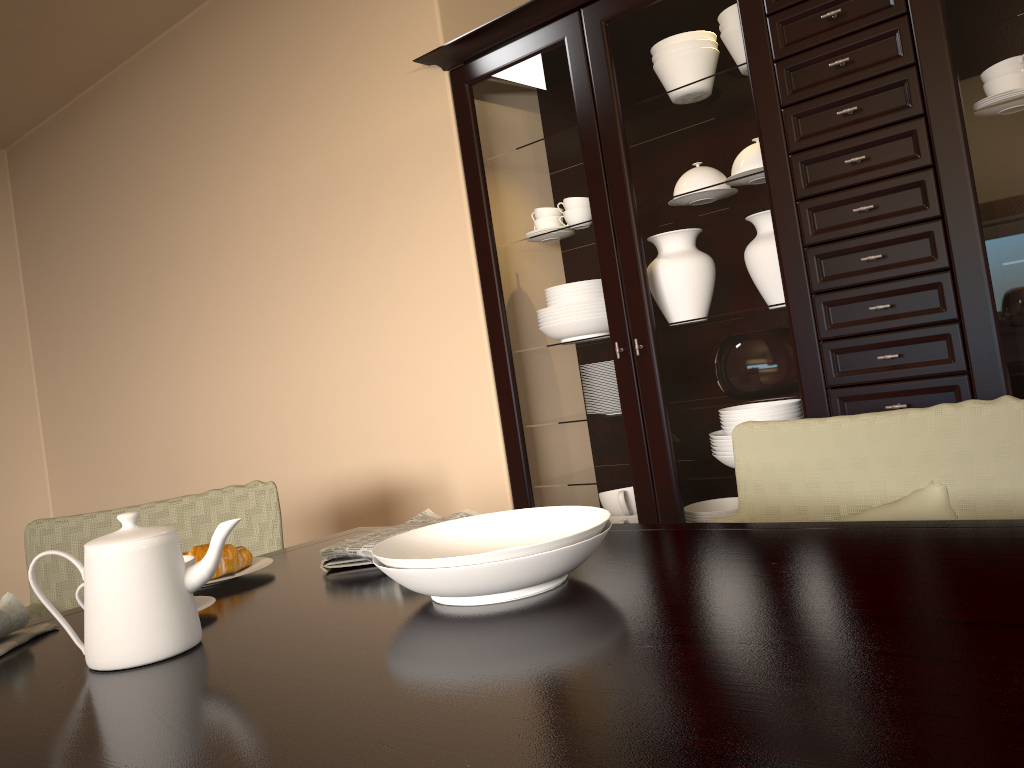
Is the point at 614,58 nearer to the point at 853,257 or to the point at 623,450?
the point at 853,257

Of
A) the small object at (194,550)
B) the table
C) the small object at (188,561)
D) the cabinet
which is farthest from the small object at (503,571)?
the cabinet

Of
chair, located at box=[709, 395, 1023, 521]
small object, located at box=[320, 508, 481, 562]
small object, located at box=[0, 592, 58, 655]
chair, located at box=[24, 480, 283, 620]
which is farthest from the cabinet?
small object, located at box=[0, 592, 58, 655]

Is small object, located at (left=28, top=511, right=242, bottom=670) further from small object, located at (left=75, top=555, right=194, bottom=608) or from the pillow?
the pillow

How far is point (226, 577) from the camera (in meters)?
1.37

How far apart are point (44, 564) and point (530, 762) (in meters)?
1.70

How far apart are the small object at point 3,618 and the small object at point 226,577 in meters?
0.2 m

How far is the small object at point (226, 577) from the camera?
1.4 meters

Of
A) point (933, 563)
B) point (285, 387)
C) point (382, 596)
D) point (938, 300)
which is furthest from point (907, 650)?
point (285, 387)

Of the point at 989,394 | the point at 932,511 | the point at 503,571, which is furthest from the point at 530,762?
the point at 989,394
